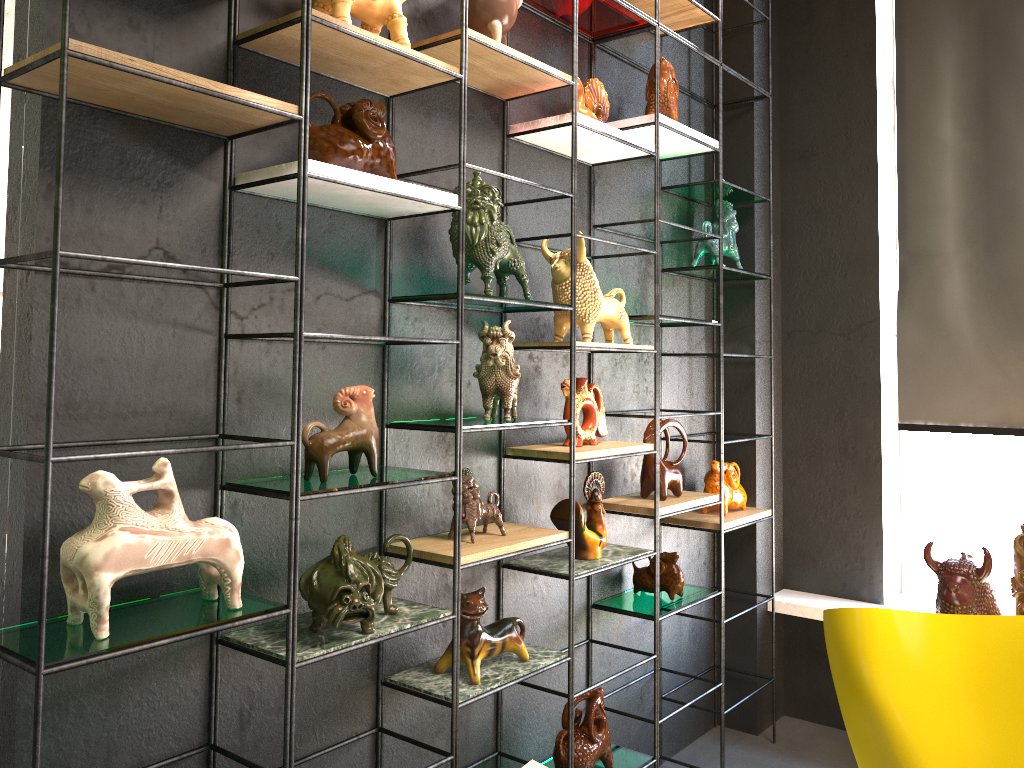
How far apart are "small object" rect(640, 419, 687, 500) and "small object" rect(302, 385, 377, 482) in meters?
1.3

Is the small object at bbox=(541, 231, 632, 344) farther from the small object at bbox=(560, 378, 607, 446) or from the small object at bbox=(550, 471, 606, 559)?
the small object at bbox=(550, 471, 606, 559)

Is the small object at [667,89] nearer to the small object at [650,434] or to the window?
the small object at [650,434]

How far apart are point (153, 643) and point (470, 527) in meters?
1.0

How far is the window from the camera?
4.0m

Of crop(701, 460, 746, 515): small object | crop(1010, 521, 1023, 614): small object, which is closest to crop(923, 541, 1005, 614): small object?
crop(1010, 521, 1023, 614): small object

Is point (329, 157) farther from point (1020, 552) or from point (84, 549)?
point (1020, 552)

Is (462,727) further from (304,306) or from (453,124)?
(453,124)

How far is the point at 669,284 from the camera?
3.6m

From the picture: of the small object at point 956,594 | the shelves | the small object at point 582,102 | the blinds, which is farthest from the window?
the small object at point 582,102
